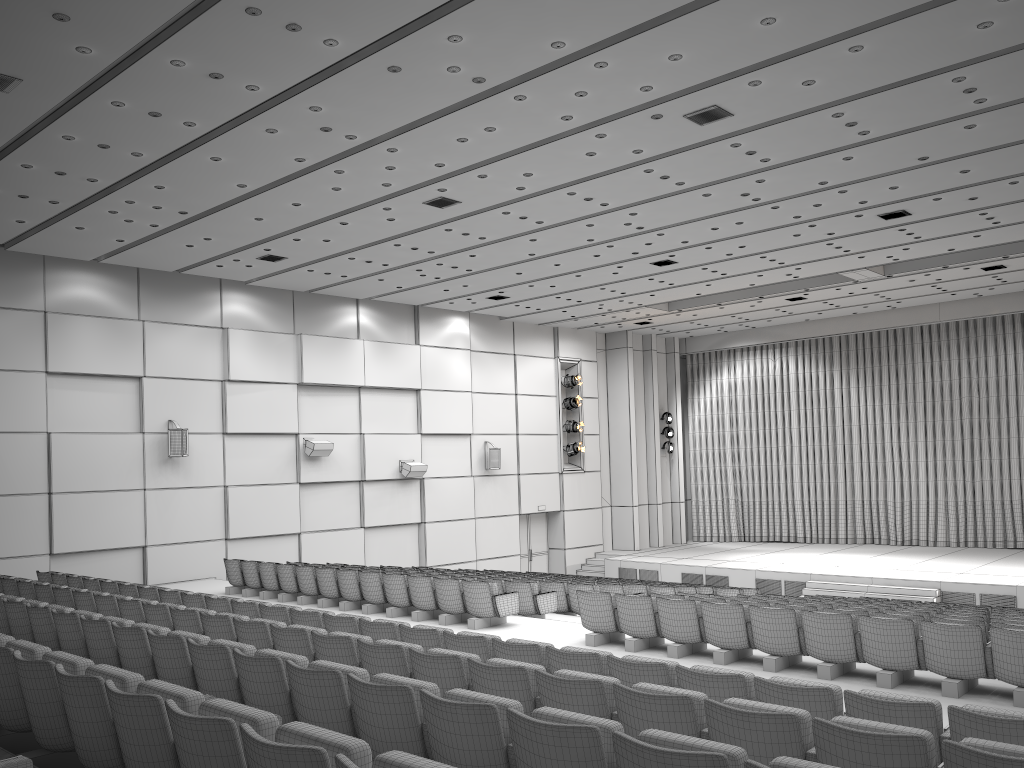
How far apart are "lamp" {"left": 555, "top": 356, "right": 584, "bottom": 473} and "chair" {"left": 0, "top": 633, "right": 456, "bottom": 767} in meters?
20.4 m

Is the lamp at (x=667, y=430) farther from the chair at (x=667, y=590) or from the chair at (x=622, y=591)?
the chair at (x=622, y=591)

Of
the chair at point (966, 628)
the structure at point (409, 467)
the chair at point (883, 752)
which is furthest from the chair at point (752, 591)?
the chair at point (883, 752)

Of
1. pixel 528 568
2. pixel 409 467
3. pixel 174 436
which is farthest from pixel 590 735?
pixel 528 568

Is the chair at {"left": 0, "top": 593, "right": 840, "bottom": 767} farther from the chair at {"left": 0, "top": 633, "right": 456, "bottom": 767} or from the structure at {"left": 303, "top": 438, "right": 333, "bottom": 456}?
the structure at {"left": 303, "top": 438, "right": 333, "bottom": 456}

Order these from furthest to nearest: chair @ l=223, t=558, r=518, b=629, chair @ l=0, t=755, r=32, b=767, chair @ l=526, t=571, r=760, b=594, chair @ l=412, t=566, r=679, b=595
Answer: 1. chair @ l=526, t=571, r=760, b=594
2. chair @ l=412, t=566, r=679, b=595
3. chair @ l=223, t=558, r=518, b=629
4. chair @ l=0, t=755, r=32, b=767

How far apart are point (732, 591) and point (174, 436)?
10.89m

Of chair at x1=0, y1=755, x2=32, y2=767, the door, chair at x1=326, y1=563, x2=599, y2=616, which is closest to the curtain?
the door

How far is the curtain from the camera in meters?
24.0

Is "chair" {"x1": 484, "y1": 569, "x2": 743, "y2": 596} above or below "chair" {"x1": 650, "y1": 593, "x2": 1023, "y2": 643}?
below
